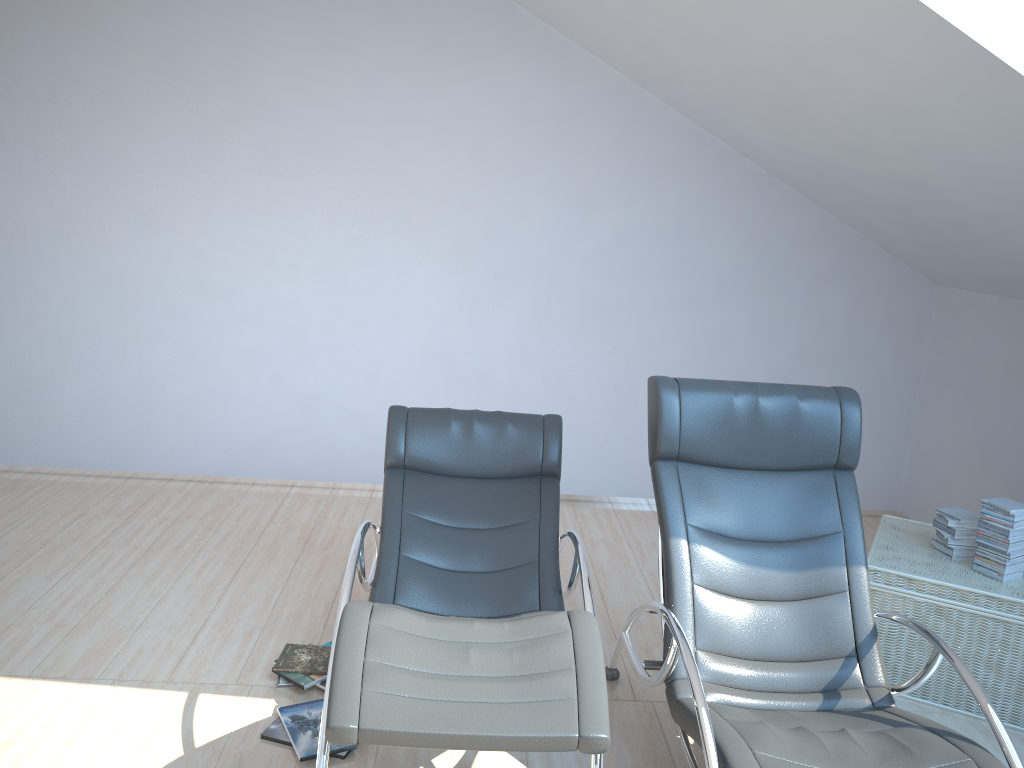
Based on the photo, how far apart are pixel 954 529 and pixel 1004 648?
0.5 meters

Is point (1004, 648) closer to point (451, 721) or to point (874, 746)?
point (874, 746)

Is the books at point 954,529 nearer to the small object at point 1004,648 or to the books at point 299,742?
the small object at point 1004,648

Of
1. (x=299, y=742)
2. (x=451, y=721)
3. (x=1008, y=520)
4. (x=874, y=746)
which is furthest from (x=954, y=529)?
(x=299, y=742)

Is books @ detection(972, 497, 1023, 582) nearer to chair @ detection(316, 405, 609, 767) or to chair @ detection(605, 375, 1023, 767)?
→ chair @ detection(605, 375, 1023, 767)

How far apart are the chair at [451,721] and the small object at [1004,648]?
1.2m

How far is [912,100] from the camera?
3.0 meters

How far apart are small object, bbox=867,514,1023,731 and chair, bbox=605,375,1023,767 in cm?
59

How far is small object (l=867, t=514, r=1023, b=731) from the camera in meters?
3.3

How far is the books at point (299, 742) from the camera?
2.92m
